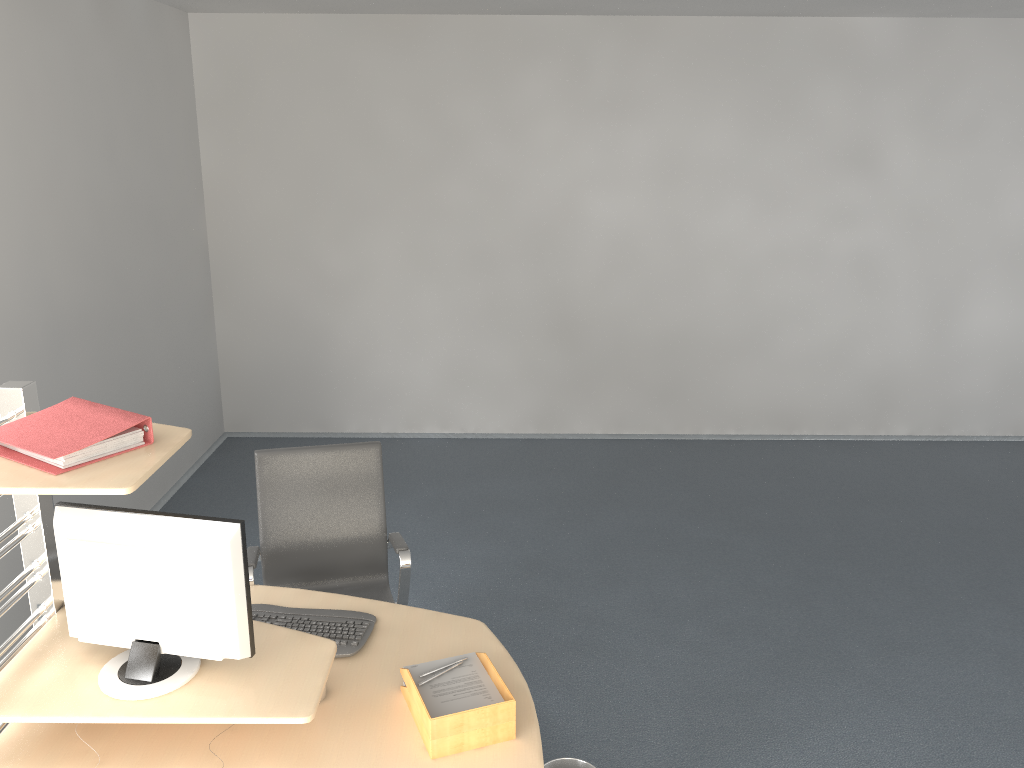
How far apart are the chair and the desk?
0.09m

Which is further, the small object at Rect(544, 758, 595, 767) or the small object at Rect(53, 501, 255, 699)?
the small object at Rect(544, 758, 595, 767)

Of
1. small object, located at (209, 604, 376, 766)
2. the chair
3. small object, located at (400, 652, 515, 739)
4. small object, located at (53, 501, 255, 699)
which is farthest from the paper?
the chair

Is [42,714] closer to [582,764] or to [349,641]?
[349,641]

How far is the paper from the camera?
2.3 meters

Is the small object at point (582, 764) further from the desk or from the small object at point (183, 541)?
the small object at point (183, 541)

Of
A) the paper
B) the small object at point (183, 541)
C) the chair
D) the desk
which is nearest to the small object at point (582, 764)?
the desk

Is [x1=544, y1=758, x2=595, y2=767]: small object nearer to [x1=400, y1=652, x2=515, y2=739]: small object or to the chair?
[x1=400, y1=652, x2=515, y2=739]: small object

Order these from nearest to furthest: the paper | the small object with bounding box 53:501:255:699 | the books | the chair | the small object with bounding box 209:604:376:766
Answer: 1. the books
2. the small object with bounding box 53:501:255:699
3. the paper
4. the small object with bounding box 209:604:376:766
5. the chair

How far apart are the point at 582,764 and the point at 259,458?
1.6m
